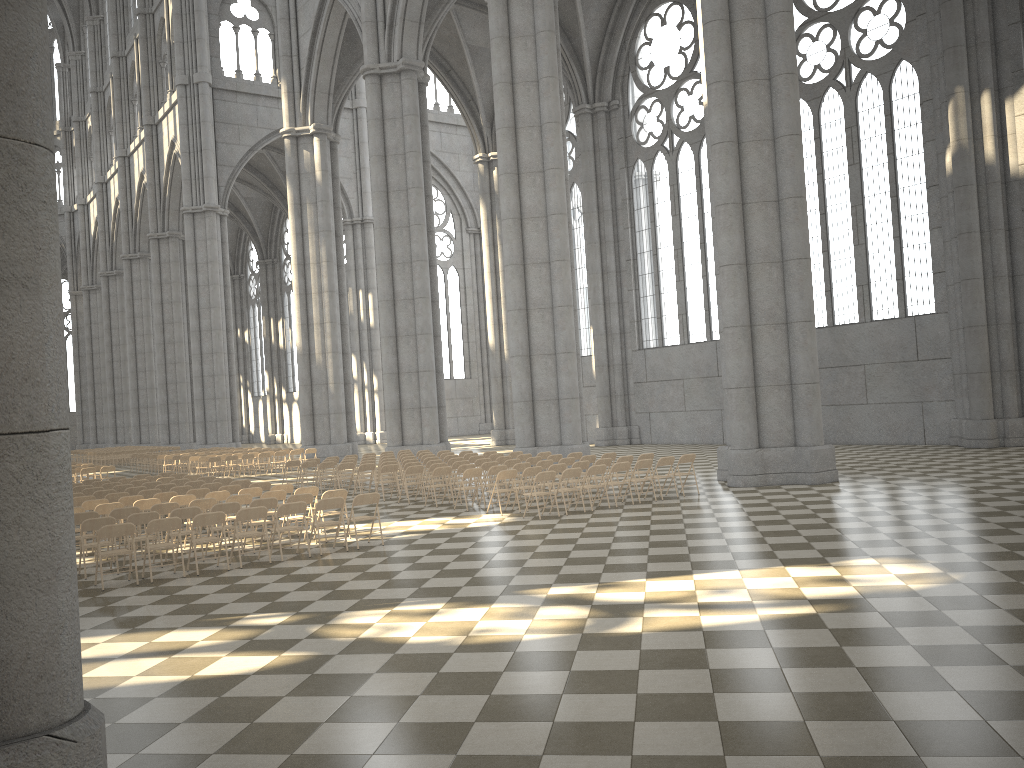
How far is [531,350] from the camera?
24.8 meters

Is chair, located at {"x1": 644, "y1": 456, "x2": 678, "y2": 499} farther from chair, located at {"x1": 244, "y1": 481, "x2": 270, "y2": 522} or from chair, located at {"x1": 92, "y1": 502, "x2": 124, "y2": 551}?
chair, located at {"x1": 92, "y1": 502, "x2": 124, "y2": 551}

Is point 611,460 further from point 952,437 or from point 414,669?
point 952,437

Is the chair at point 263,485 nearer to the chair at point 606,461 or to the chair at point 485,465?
the chair at point 485,465

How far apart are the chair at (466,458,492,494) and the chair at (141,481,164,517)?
7.06m

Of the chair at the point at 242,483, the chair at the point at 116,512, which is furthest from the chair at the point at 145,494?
the chair at the point at 116,512

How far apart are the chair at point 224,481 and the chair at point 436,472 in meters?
4.6 m

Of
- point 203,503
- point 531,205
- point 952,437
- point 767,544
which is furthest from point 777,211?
point 203,503

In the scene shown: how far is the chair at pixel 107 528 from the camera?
11.2 meters

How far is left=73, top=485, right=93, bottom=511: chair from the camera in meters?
19.4 m
